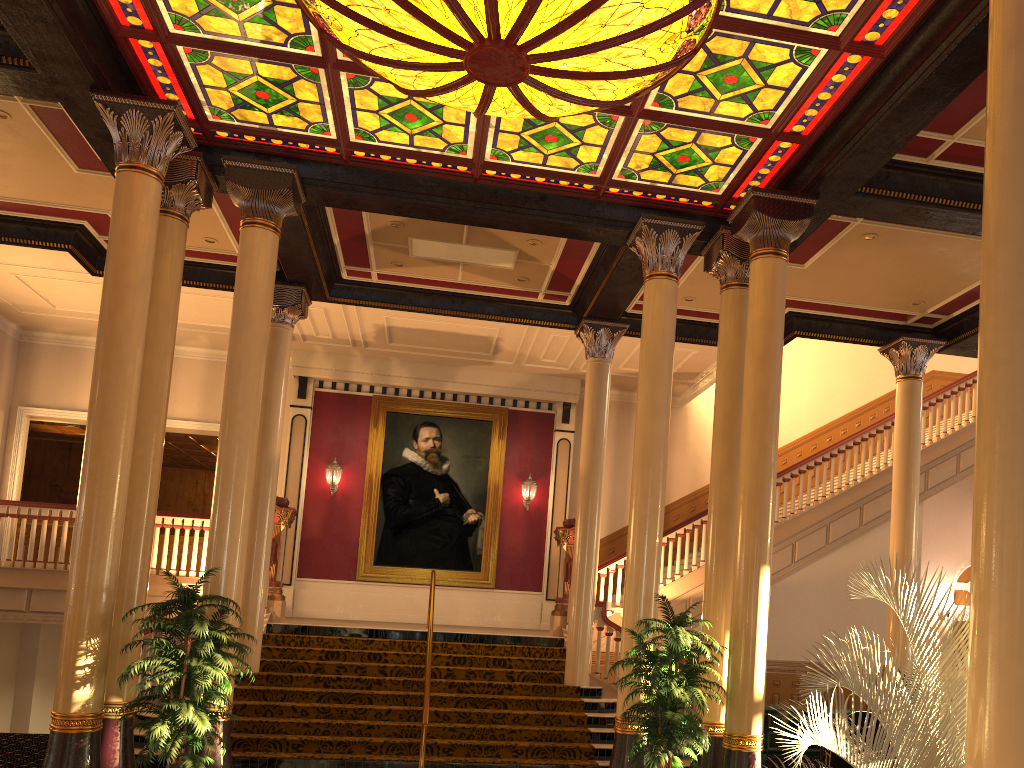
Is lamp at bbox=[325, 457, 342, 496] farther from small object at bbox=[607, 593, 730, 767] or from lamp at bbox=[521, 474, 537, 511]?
small object at bbox=[607, 593, 730, 767]

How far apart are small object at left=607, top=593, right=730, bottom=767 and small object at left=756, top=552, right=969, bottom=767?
2.85m

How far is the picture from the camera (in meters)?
15.99

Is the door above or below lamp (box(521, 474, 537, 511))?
below

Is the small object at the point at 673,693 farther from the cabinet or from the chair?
the cabinet

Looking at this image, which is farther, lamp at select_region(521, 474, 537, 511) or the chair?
lamp at select_region(521, 474, 537, 511)

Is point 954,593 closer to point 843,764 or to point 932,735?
point 843,764

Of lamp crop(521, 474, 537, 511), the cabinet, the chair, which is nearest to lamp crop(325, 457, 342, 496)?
lamp crop(521, 474, 537, 511)

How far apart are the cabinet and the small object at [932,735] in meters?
6.3

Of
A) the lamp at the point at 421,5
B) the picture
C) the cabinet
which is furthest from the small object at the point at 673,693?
the picture
